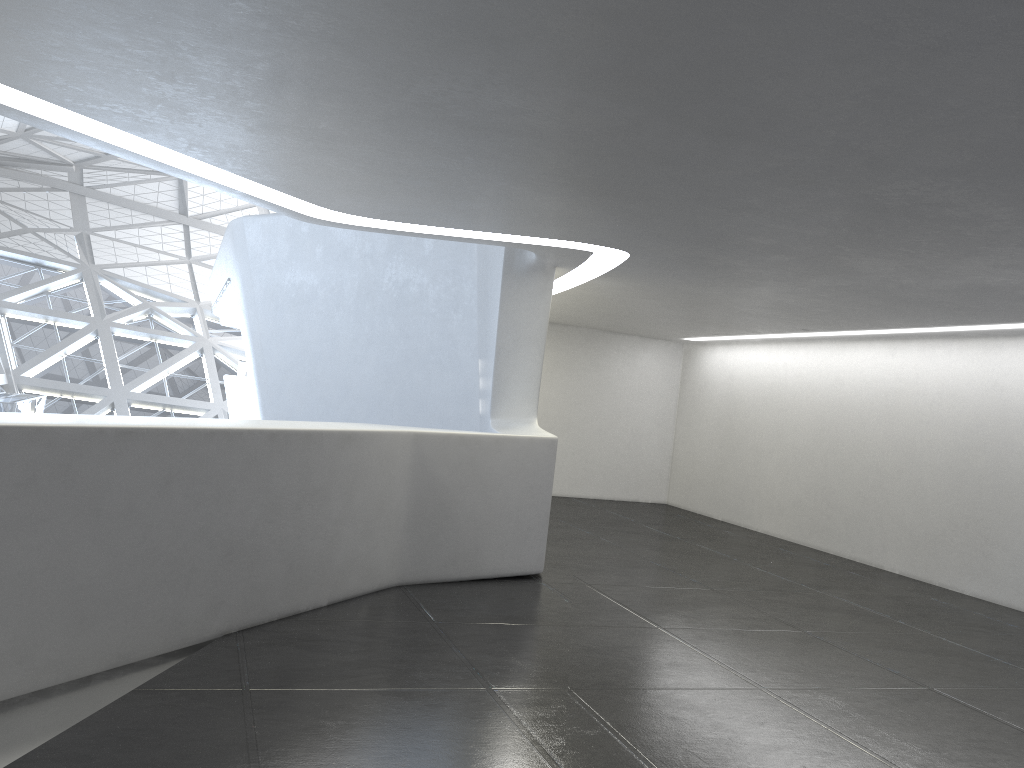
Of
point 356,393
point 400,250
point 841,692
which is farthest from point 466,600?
point 400,250
